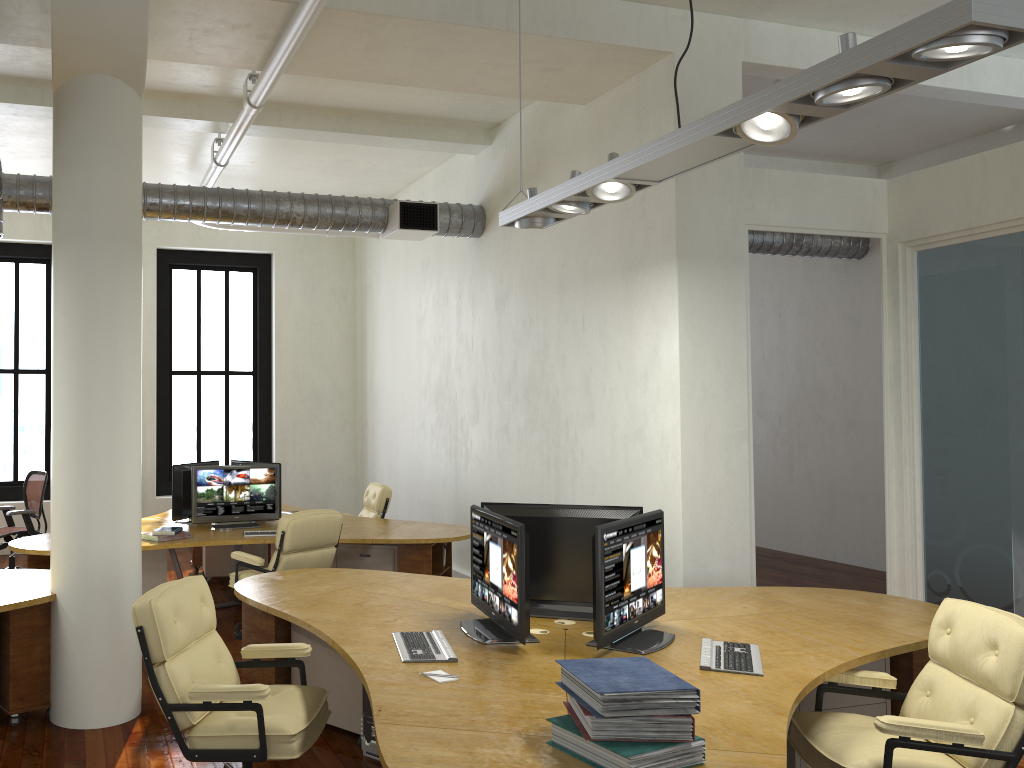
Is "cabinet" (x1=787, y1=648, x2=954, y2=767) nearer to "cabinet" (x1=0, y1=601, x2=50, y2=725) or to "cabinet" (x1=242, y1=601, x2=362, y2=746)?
"cabinet" (x1=242, y1=601, x2=362, y2=746)

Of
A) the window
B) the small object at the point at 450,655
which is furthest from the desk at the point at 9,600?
the window

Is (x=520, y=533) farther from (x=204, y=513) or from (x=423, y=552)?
(x=204, y=513)

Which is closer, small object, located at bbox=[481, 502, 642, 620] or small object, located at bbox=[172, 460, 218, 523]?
small object, located at bbox=[481, 502, 642, 620]

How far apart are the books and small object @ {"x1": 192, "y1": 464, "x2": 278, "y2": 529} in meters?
5.3

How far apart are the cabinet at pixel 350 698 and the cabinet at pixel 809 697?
2.1m

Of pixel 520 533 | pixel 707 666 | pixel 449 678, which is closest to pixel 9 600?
pixel 449 678

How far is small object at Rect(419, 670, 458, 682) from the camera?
3.4 meters

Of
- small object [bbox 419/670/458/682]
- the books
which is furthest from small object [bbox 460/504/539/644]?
the books

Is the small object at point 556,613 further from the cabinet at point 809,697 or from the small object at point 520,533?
the cabinet at point 809,697
